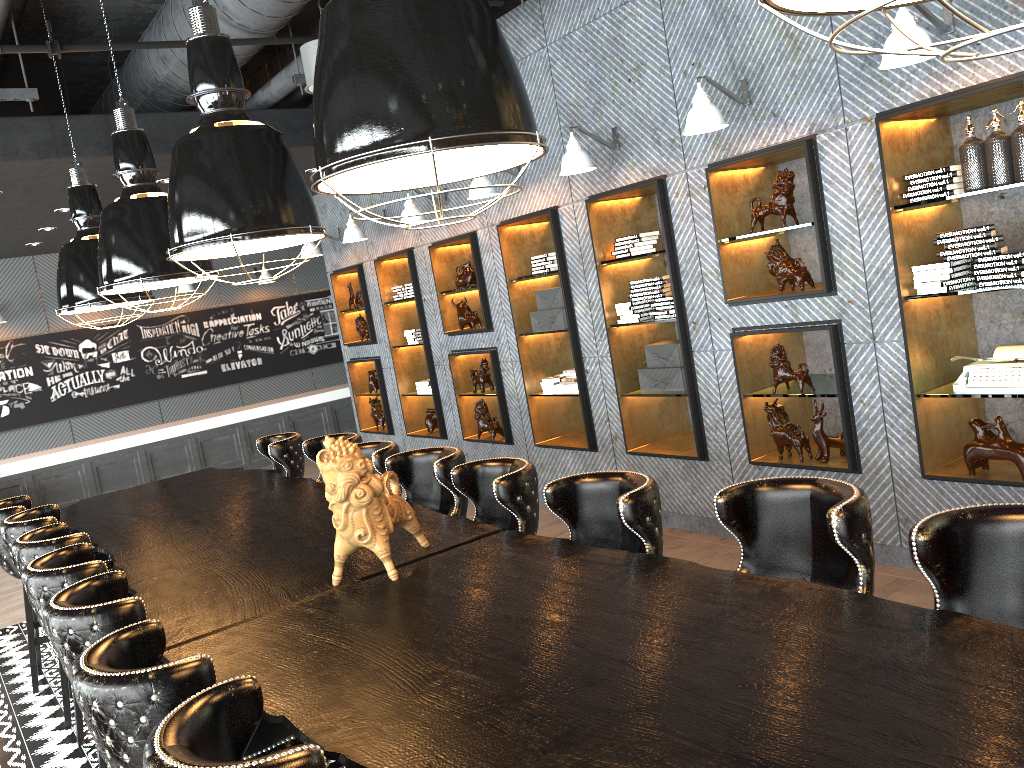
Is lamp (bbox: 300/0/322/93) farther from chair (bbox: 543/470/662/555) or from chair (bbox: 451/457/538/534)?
chair (bbox: 543/470/662/555)

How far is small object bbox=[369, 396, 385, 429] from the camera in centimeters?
957cm

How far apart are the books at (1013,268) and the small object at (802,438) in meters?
1.4 m

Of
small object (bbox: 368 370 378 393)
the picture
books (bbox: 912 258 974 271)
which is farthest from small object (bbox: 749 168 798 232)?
the picture

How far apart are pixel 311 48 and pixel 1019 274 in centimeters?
415cm

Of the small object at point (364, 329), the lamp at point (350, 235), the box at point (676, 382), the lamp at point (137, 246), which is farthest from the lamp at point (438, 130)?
the small object at point (364, 329)

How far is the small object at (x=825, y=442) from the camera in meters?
5.0 m

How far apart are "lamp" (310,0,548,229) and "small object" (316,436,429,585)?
0.9 meters

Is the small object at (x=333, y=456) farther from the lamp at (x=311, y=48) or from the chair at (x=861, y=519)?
the lamp at (x=311, y=48)

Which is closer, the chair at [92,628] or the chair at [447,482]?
the chair at [92,628]
